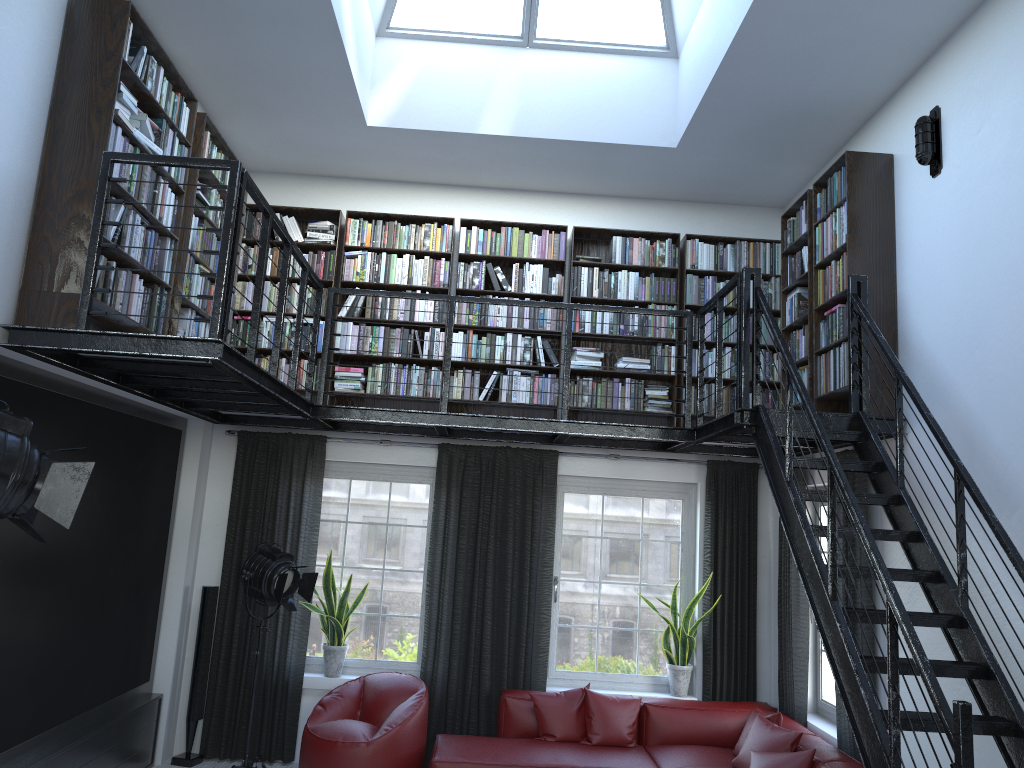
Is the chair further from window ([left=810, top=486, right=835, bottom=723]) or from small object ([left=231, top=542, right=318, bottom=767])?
window ([left=810, top=486, right=835, bottom=723])

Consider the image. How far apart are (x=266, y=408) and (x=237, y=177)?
2.4m

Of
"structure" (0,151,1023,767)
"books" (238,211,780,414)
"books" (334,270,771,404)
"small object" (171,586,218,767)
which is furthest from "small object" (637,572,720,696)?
"small object" (171,586,218,767)

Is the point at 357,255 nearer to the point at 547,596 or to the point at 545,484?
the point at 545,484

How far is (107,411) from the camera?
5.2m

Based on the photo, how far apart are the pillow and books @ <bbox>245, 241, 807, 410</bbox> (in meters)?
2.07

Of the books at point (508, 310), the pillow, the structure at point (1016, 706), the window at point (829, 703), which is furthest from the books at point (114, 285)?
the pillow

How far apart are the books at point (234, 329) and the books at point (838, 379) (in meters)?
0.66

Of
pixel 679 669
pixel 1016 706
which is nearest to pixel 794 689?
pixel 679 669

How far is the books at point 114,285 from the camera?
4.32m
